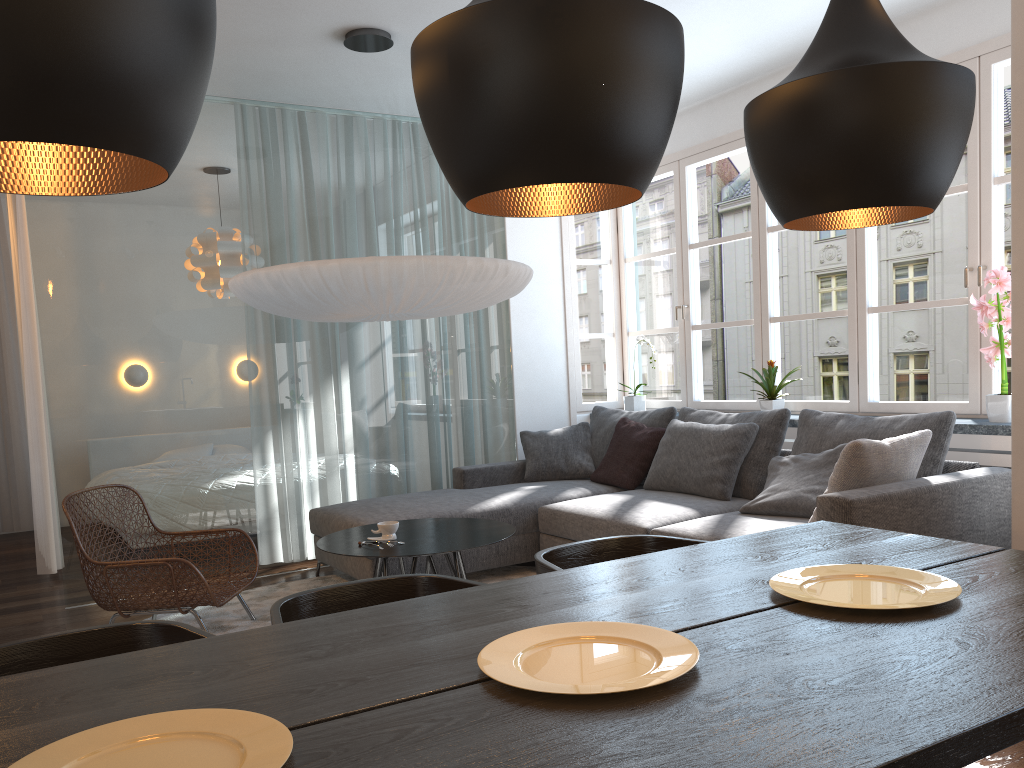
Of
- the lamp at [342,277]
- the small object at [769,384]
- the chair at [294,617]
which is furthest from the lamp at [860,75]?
the small object at [769,384]

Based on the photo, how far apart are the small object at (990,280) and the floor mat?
2.4m

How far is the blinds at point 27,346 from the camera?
5.37m

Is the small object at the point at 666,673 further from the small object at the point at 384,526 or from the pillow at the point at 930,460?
the pillow at the point at 930,460

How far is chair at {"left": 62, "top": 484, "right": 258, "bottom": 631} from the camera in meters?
3.7 m

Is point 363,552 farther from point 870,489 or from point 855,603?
point 855,603

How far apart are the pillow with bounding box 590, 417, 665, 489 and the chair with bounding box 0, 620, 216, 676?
3.5 meters

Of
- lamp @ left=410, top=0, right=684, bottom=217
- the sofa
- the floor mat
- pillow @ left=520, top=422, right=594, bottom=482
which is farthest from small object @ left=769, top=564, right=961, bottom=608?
pillow @ left=520, top=422, right=594, bottom=482

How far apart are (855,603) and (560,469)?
3.91m

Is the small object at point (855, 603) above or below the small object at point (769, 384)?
below
